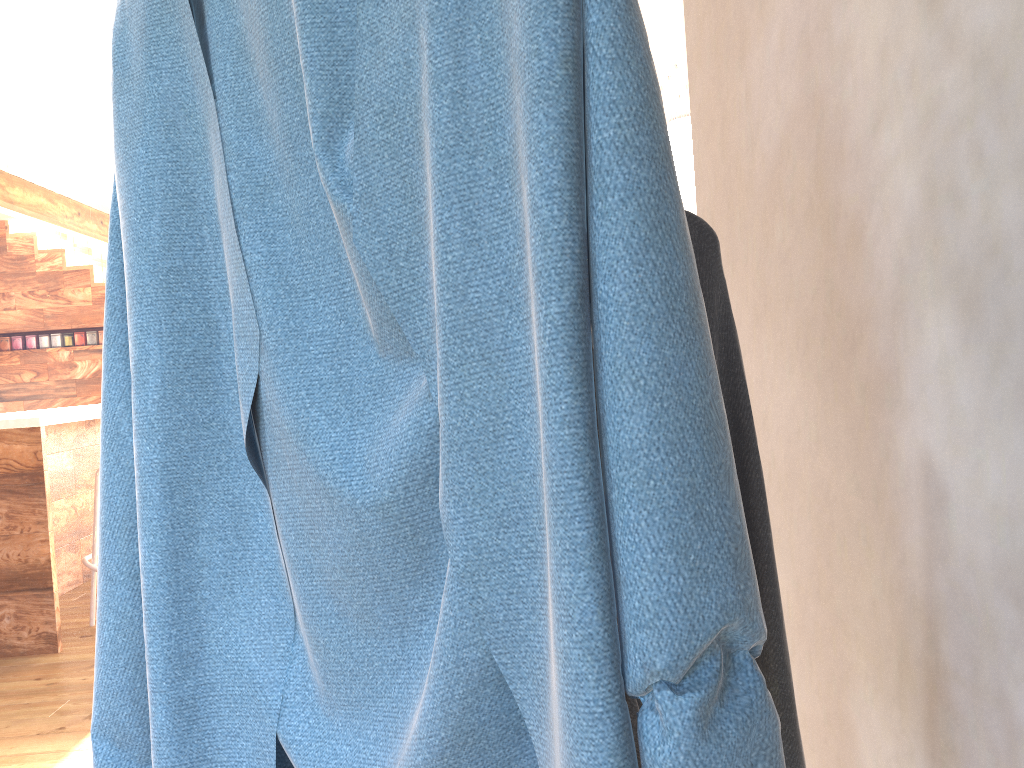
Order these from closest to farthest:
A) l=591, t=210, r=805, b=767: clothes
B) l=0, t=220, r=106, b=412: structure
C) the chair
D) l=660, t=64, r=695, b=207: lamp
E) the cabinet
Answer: l=591, t=210, r=805, b=767: clothes, the cabinet, the chair, l=660, t=64, r=695, b=207: lamp, l=0, t=220, r=106, b=412: structure

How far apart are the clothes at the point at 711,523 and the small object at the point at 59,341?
9.06m

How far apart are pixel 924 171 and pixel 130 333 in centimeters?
64cm

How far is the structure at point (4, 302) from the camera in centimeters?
Result: 868cm

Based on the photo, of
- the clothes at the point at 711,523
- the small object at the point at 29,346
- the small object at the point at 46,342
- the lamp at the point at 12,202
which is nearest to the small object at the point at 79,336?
the small object at the point at 46,342

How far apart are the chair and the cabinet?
0.3m

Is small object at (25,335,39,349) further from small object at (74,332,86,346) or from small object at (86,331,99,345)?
small object at (86,331,99,345)

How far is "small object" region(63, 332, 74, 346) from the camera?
8.76m

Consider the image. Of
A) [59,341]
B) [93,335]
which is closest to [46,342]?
[59,341]

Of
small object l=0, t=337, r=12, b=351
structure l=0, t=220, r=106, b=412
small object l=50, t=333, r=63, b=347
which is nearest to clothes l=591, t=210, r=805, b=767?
structure l=0, t=220, r=106, b=412
